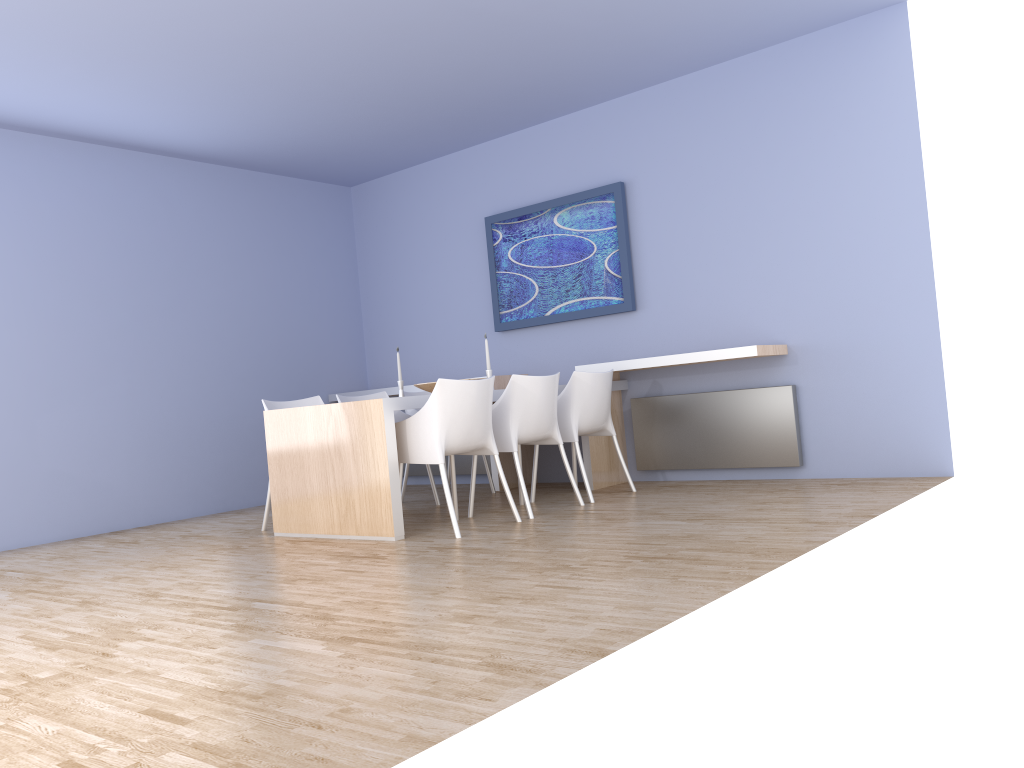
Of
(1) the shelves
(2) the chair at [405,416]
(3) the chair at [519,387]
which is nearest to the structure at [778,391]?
(1) the shelves

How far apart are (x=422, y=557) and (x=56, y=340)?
3.47m

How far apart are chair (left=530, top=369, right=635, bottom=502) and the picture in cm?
78

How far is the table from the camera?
4.5 meters

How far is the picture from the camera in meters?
6.2

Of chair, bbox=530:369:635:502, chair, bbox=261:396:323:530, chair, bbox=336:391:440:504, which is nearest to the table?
chair, bbox=261:396:323:530

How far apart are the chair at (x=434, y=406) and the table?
0.1 meters

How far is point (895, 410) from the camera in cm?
515

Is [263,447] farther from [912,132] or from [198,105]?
[912,132]

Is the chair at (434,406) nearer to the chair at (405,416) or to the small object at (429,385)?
the small object at (429,385)
